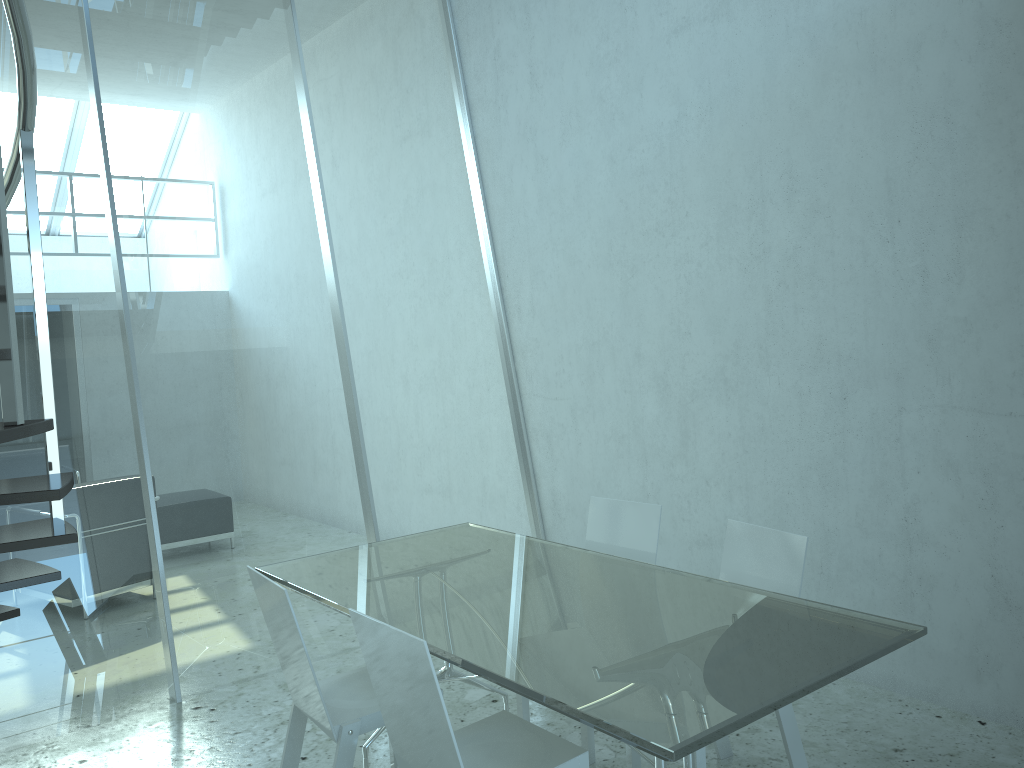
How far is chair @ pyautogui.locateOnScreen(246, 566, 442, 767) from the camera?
2.6m

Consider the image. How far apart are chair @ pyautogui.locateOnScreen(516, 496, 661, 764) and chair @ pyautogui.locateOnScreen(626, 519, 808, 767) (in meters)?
0.25

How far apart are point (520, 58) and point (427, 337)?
1.7m

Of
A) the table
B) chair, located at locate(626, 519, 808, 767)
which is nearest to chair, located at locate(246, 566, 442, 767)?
the table

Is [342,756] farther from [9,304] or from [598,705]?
[9,304]

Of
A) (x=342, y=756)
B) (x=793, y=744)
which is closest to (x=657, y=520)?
(x=793, y=744)

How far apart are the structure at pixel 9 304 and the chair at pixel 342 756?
0.6 meters

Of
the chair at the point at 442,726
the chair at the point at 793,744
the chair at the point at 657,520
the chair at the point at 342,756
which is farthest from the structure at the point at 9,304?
the chair at the point at 793,744

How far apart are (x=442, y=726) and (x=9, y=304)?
1.3m

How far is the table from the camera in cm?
197
